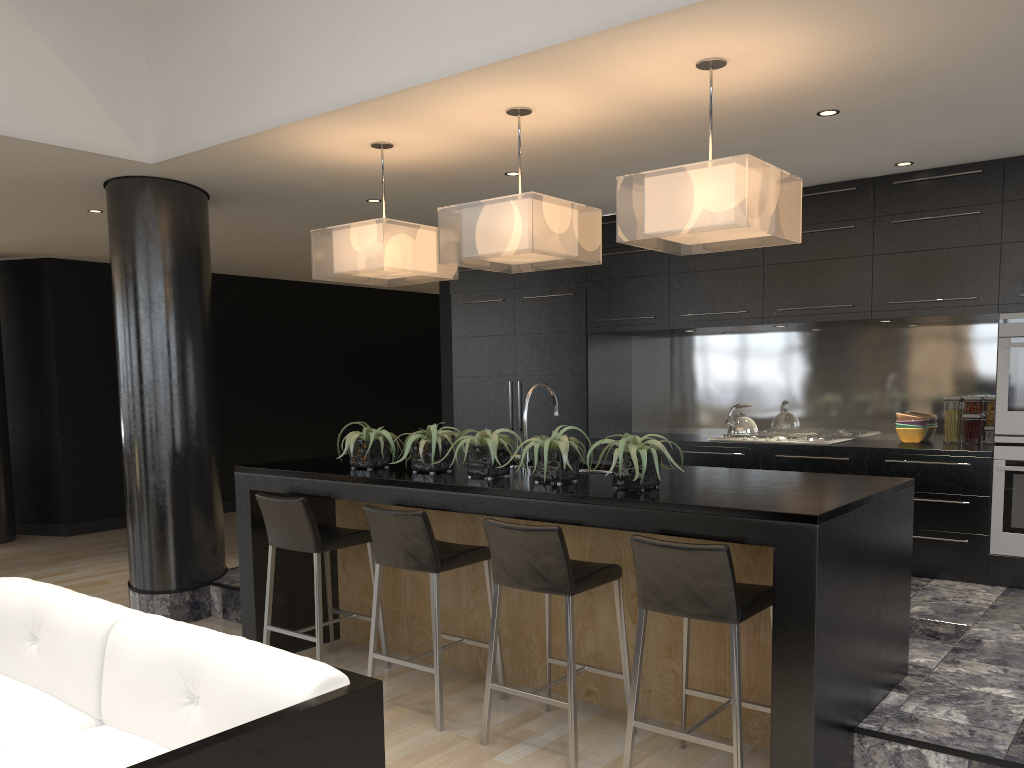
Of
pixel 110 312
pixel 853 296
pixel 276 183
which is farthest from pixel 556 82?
pixel 110 312

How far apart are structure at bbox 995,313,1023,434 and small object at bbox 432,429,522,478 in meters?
3.1

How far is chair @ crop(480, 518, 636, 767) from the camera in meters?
3.3 m

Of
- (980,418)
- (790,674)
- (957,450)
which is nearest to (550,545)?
(790,674)

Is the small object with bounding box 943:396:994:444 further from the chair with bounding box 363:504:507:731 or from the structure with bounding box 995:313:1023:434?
the chair with bounding box 363:504:507:731

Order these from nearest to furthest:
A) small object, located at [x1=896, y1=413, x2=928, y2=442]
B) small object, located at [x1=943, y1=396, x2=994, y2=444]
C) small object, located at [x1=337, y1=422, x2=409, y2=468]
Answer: small object, located at [x1=337, y1=422, x2=409, y2=468], small object, located at [x1=943, y1=396, x2=994, y2=444], small object, located at [x1=896, y1=413, x2=928, y2=442]

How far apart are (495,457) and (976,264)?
3.35m

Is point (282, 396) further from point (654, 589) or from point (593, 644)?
point (654, 589)

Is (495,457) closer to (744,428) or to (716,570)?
(716,570)

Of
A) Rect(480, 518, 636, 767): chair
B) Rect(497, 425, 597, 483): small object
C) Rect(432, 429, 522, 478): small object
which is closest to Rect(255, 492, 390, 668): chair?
Rect(432, 429, 522, 478): small object
